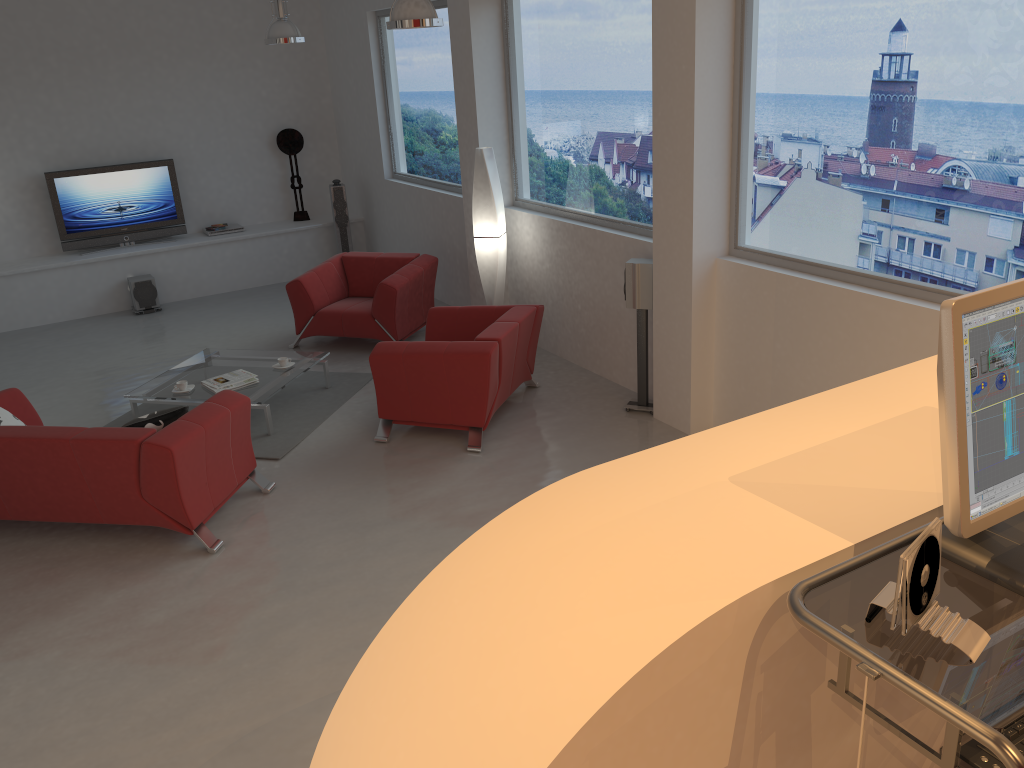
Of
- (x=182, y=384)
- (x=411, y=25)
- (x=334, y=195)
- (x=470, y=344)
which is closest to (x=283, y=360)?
(x=182, y=384)

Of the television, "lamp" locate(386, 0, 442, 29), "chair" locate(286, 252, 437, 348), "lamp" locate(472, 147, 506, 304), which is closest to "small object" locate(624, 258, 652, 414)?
"lamp" locate(472, 147, 506, 304)

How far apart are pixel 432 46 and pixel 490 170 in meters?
2.2 m

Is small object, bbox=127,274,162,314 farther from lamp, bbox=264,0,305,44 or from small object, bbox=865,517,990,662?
small object, bbox=865,517,990,662

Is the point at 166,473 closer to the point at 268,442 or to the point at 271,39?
the point at 268,442

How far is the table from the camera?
6.5m

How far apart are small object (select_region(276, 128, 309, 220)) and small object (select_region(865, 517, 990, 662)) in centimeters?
1061cm

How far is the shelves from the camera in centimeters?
959cm

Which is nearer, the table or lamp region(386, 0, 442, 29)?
lamp region(386, 0, 442, 29)

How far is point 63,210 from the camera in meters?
9.9
